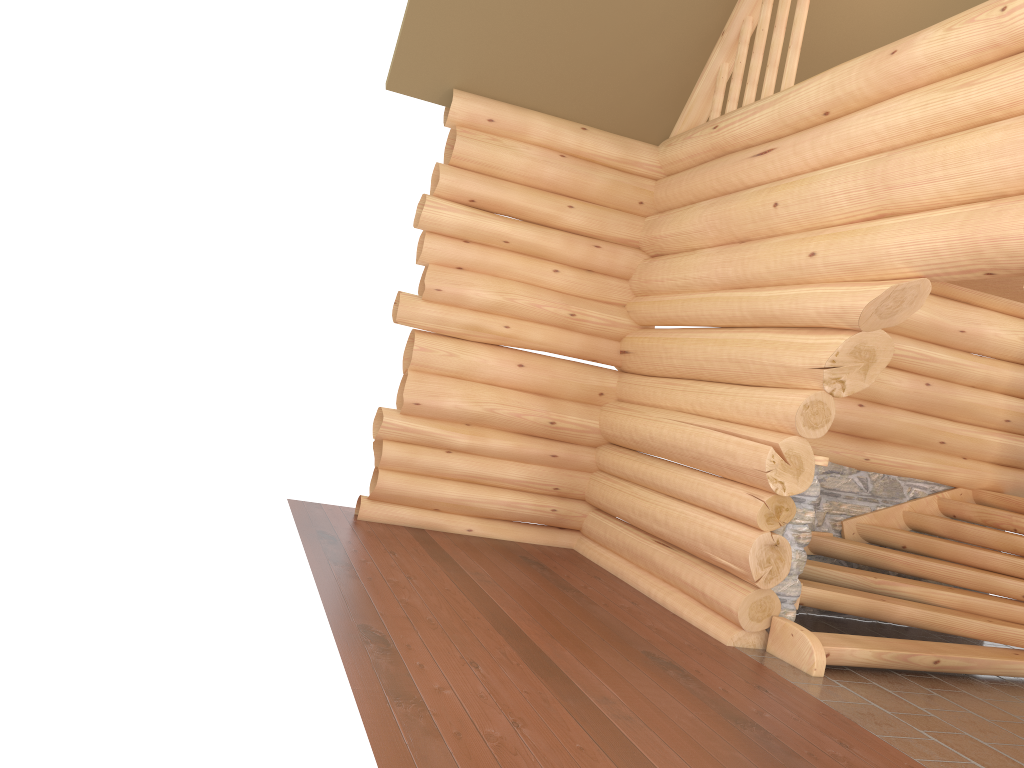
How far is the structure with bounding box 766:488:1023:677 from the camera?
6.51m

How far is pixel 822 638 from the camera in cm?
651

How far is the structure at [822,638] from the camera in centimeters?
651cm
